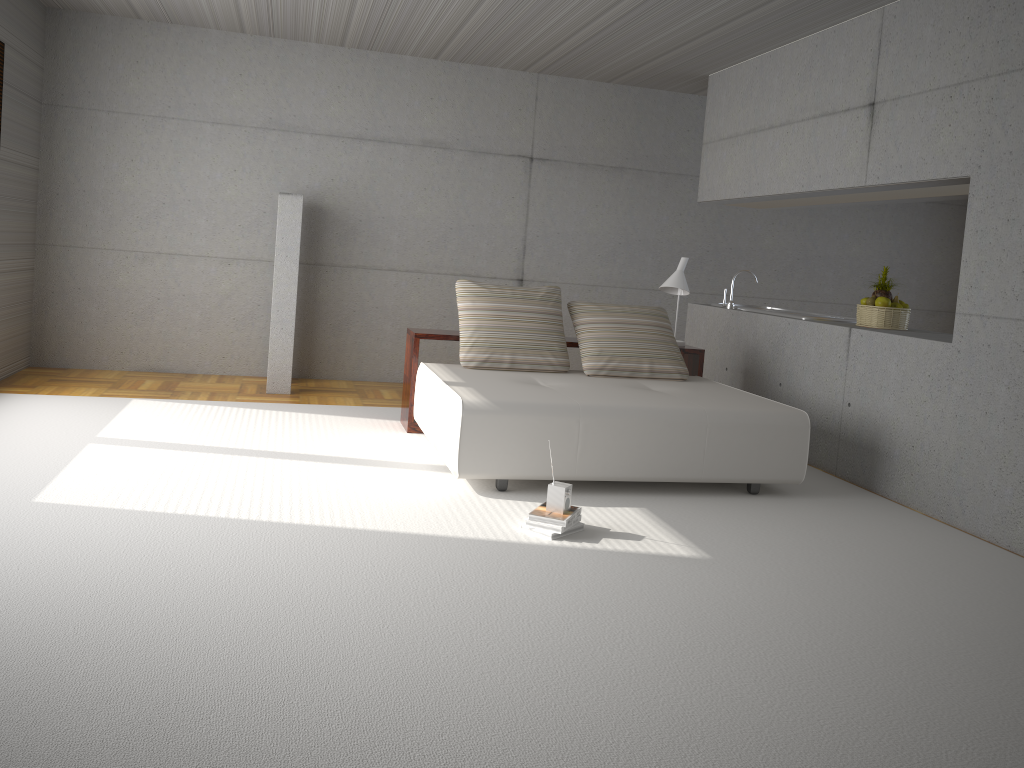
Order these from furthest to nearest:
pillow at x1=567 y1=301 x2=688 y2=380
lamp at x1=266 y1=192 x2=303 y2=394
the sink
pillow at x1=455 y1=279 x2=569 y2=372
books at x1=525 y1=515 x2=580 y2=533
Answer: lamp at x1=266 y1=192 x2=303 y2=394, the sink, pillow at x1=567 y1=301 x2=688 y2=380, pillow at x1=455 y1=279 x2=569 y2=372, books at x1=525 y1=515 x2=580 y2=533

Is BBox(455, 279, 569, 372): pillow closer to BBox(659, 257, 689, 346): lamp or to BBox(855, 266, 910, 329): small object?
BBox(659, 257, 689, 346): lamp

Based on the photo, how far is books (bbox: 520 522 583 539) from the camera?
4.19m

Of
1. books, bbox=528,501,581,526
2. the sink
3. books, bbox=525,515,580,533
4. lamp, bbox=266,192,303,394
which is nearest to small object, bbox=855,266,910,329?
the sink

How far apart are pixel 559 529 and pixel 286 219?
4.3 meters

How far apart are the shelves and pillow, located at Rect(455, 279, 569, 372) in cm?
17

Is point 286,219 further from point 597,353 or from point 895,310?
point 895,310

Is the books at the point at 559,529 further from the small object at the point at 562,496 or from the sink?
the sink

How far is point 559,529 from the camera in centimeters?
419cm

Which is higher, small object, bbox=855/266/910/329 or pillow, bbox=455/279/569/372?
small object, bbox=855/266/910/329
